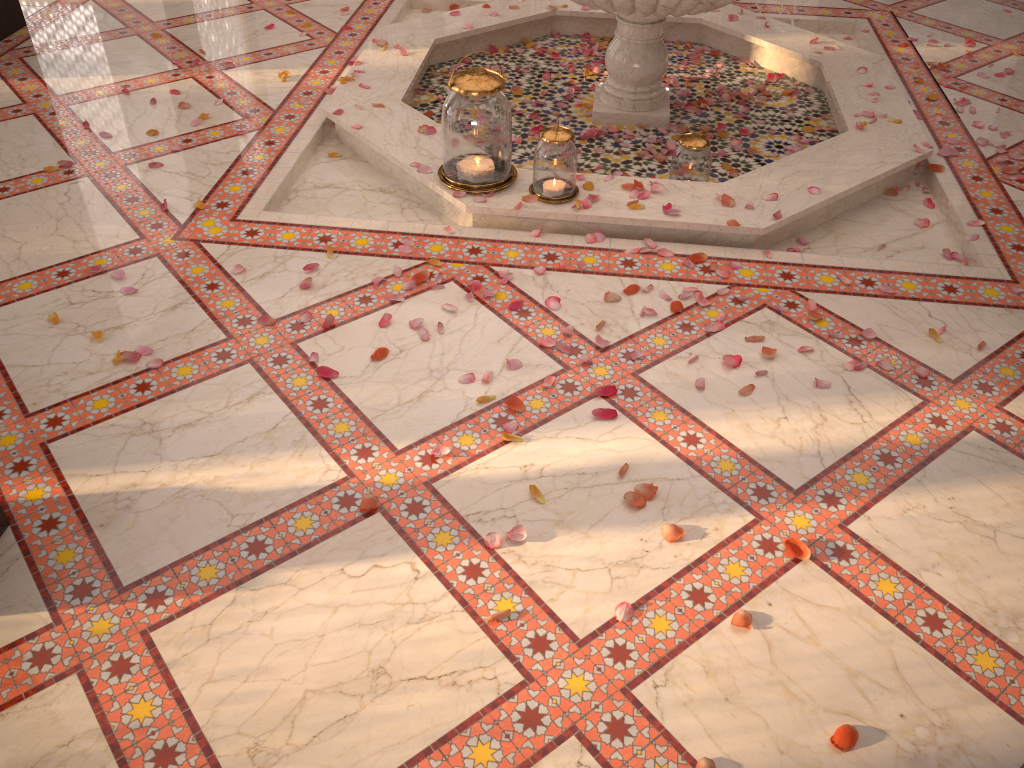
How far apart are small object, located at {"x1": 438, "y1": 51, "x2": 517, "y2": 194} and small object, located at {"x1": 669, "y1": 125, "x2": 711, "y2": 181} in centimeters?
58cm

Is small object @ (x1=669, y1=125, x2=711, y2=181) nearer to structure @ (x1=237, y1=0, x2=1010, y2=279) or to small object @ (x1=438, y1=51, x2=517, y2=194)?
structure @ (x1=237, y1=0, x2=1010, y2=279)

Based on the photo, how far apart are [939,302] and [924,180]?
0.9m

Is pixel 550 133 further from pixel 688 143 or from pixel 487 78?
pixel 688 143

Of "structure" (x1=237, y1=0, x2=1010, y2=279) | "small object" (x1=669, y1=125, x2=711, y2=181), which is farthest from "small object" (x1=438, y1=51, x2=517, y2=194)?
"small object" (x1=669, y1=125, x2=711, y2=181)

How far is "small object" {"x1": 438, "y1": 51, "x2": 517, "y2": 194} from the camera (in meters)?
2.76

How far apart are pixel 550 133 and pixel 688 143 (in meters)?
0.57

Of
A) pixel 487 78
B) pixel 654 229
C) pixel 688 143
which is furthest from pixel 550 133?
pixel 688 143

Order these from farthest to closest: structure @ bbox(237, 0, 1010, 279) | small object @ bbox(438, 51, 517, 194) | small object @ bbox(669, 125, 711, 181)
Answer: small object @ bbox(669, 125, 711, 181), structure @ bbox(237, 0, 1010, 279), small object @ bbox(438, 51, 517, 194)

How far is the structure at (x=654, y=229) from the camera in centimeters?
289cm
